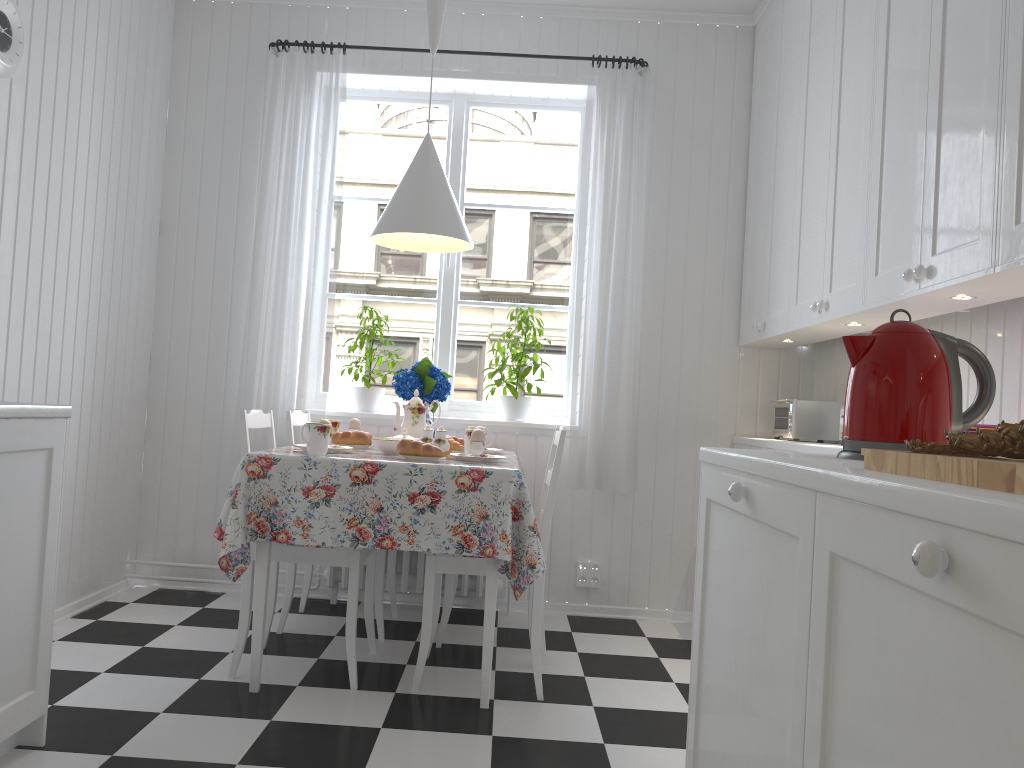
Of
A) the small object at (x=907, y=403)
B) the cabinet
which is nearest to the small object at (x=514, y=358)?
the cabinet

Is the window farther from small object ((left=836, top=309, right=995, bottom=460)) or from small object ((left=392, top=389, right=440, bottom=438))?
small object ((left=836, top=309, right=995, bottom=460))

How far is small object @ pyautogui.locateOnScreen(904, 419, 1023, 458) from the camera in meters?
1.0 m

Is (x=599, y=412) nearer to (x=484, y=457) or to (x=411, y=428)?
(x=411, y=428)

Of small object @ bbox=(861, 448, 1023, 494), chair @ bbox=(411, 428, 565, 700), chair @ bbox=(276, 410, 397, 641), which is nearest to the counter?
chair @ bbox=(411, 428, 565, 700)

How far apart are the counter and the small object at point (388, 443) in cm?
102

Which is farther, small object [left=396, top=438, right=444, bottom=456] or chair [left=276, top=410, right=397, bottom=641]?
chair [left=276, top=410, right=397, bottom=641]

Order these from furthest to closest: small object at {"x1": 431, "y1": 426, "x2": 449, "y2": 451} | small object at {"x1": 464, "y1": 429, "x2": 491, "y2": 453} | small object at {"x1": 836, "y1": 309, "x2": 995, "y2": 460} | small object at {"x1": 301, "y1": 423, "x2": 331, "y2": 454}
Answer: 1. small object at {"x1": 464, "y1": 429, "x2": 491, "y2": 453}
2. small object at {"x1": 431, "y1": 426, "x2": 449, "y2": 451}
3. small object at {"x1": 301, "y1": 423, "x2": 331, "y2": 454}
4. small object at {"x1": 836, "y1": 309, "x2": 995, "y2": 460}

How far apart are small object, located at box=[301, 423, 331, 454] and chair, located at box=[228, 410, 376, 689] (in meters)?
0.22

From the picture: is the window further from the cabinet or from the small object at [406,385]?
the cabinet
